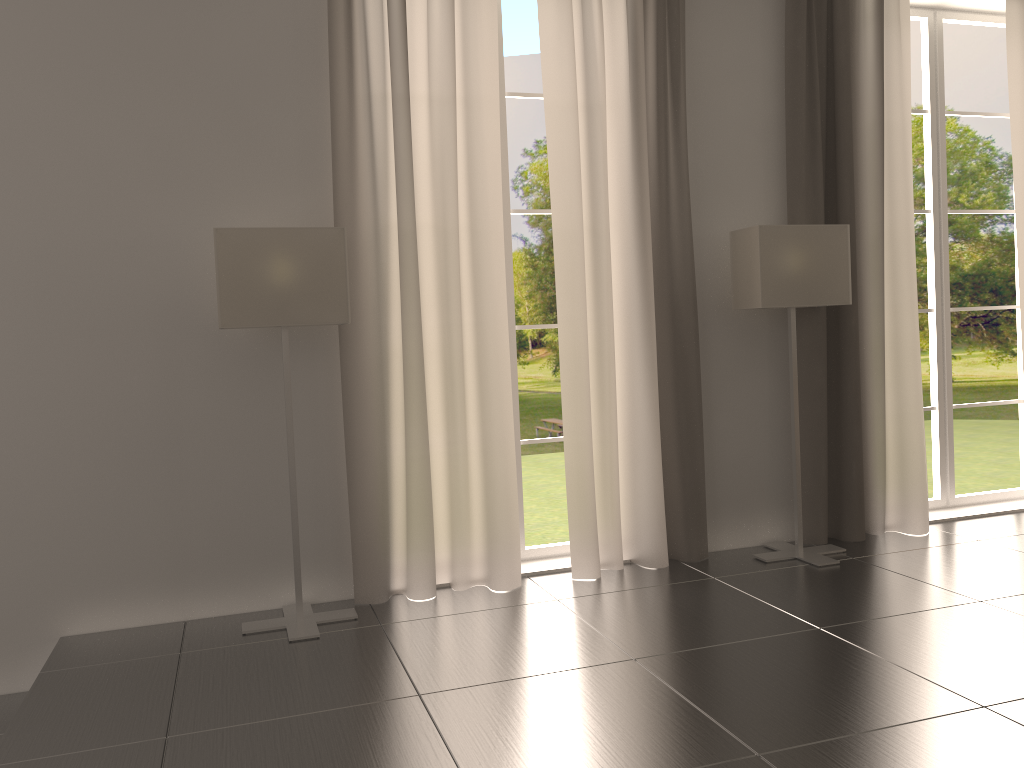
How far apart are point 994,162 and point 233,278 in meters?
37.5 m

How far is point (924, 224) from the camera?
37.6 meters

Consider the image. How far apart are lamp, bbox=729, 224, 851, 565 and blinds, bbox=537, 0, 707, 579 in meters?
0.4

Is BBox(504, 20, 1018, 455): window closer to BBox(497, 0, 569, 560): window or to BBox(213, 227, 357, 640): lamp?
BBox(497, 0, 569, 560): window

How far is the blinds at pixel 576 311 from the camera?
8.1 meters

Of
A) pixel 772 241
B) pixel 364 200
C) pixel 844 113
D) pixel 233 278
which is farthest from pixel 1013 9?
pixel 233 278

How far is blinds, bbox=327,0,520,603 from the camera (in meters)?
7.54

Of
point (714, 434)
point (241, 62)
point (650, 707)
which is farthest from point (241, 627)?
point (714, 434)

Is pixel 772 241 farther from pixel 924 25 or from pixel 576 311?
pixel 924 25

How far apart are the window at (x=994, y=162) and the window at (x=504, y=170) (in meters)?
33.79
